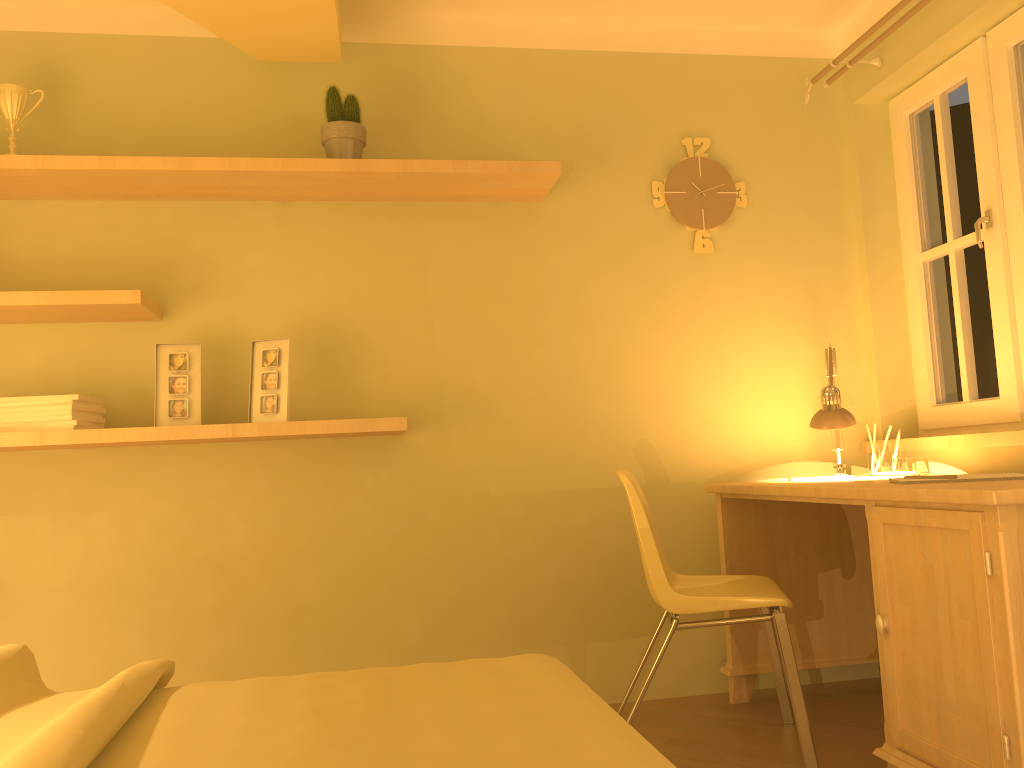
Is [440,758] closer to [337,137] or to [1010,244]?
[337,137]

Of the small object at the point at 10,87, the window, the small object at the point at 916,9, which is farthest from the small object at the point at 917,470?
the small object at the point at 10,87

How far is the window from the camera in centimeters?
272cm

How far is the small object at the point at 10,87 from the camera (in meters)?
2.69

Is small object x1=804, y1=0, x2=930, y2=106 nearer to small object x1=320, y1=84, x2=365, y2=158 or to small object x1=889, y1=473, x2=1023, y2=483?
small object x1=889, y1=473, x2=1023, y2=483

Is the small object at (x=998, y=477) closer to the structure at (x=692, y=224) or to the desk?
the desk

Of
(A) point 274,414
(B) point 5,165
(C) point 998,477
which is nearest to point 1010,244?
(C) point 998,477

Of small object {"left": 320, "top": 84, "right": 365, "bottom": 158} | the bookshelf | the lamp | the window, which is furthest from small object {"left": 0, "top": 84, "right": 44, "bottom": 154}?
the window

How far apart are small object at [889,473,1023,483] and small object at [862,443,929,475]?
0.7 meters

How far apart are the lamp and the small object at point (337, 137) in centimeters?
163cm
